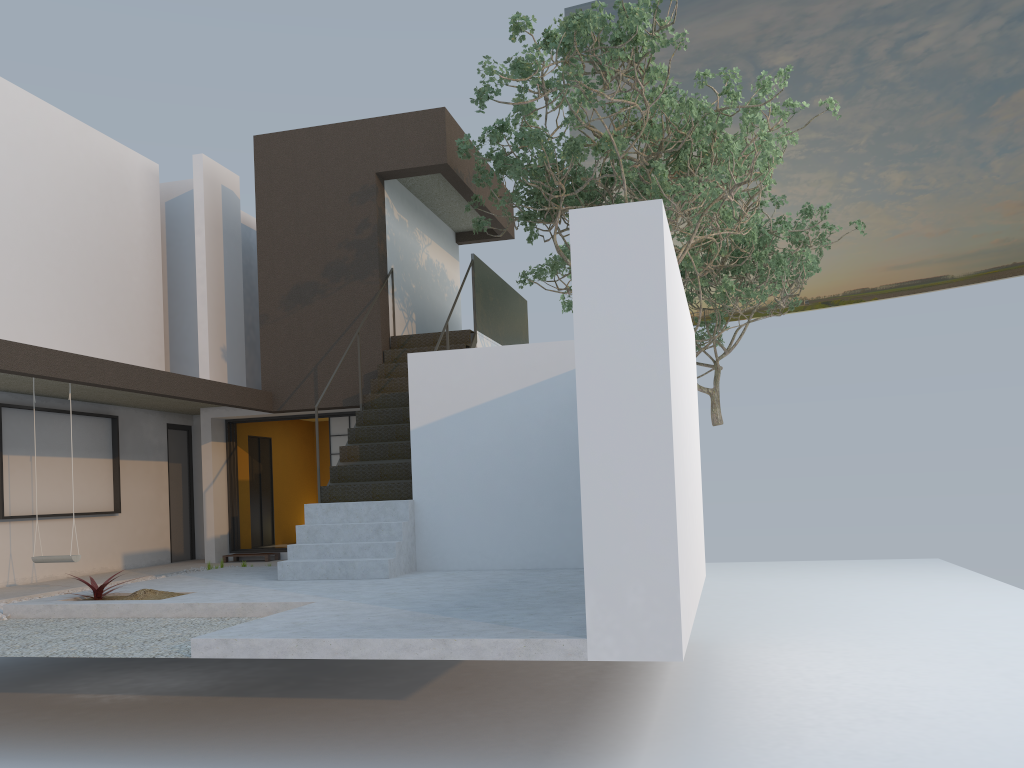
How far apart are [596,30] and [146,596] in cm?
652

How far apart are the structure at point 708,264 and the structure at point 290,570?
2.9 meters

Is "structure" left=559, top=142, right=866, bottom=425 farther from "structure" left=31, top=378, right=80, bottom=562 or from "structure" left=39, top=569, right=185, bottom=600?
"structure" left=31, top=378, right=80, bottom=562

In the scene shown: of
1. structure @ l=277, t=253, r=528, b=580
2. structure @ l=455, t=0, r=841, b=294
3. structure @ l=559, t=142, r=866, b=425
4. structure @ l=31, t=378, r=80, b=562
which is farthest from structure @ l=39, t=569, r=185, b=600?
structure @ l=559, t=142, r=866, b=425

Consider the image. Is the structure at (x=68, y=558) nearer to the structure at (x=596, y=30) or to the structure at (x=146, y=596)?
the structure at (x=146, y=596)

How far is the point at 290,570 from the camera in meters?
8.5

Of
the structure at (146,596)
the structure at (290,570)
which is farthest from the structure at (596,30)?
the structure at (146,596)

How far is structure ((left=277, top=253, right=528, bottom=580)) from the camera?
8.5m

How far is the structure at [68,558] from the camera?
8.4 meters

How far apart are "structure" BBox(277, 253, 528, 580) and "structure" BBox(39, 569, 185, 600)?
1.21m
